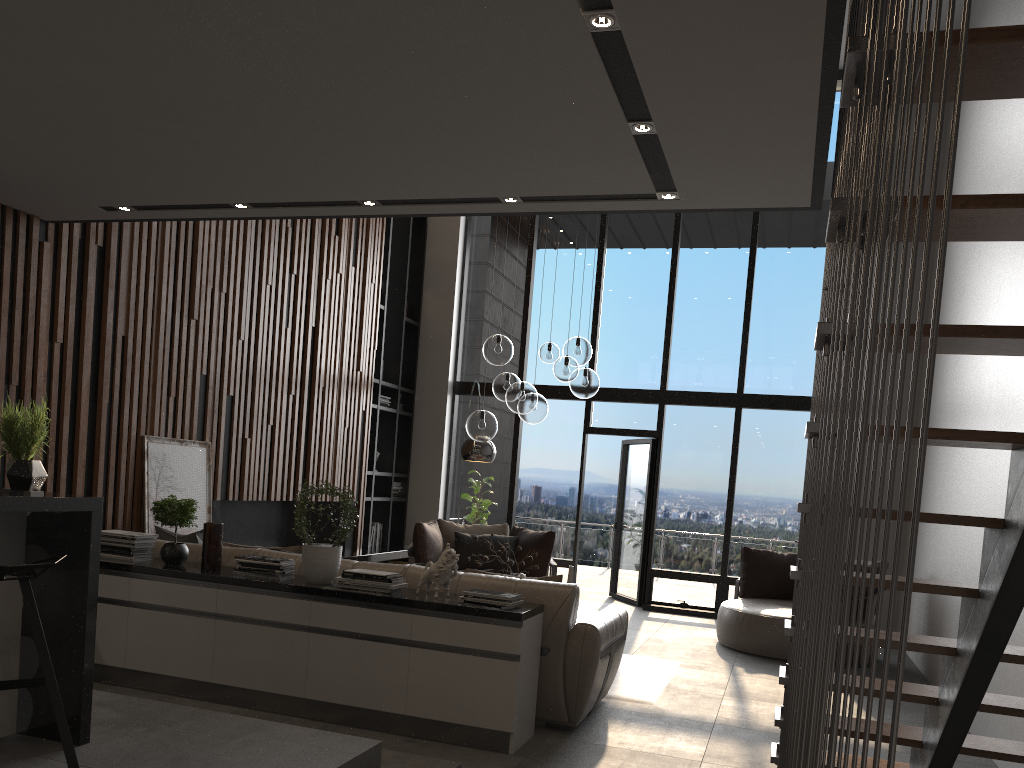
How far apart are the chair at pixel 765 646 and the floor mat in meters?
1.0 m

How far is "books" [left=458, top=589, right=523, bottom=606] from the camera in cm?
426

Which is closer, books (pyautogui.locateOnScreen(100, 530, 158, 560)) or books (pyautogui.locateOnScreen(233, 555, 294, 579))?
books (pyautogui.locateOnScreen(233, 555, 294, 579))

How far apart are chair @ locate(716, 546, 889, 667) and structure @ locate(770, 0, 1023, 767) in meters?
3.5 m

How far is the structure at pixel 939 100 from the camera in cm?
96

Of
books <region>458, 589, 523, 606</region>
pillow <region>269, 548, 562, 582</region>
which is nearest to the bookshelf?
pillow <region>269, 548, 562, 582</region>

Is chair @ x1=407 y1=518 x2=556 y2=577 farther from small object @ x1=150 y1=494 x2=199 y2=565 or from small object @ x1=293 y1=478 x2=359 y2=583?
small object @ x1=293 y1=478 x2=359 y2=583

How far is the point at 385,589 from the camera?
4.4 meters

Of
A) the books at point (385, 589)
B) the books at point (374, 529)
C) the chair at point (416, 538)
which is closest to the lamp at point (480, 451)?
the chair at point (416, 538)

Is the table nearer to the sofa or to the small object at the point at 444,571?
the sofa
